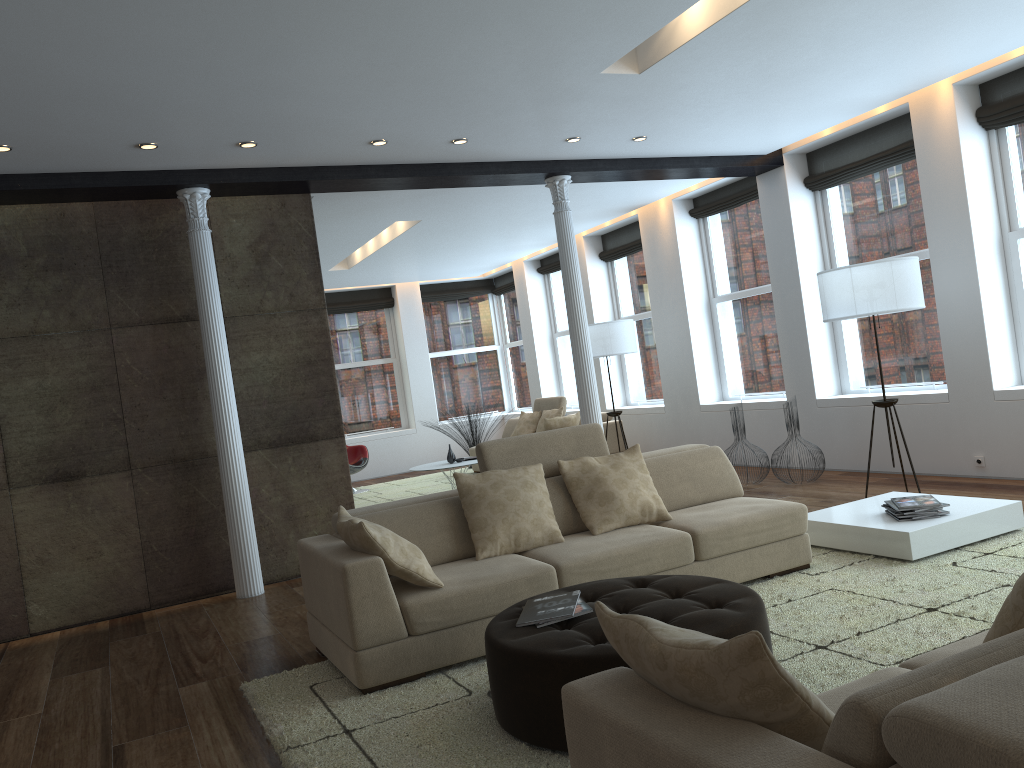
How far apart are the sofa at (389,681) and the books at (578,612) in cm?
72

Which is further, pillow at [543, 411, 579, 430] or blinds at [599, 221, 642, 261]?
blinds at [599, 221, 642, 261]

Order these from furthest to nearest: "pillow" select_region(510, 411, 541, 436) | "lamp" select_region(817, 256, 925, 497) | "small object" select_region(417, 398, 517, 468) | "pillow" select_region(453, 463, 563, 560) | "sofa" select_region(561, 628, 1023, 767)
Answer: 1. "small object" select_region(417, 398, 517, 468)
2. "pillow" select_region(510, 411, 541, 436)
3. "lamp" select_region(817, 256, 925, 497)
4. "pillow" select_region(453, 463, 563, 560)
5. "sofa" select_region(561, 628, 1023, 767)

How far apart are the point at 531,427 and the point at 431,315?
3.91m

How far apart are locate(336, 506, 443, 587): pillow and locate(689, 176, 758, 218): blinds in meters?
6.3 m

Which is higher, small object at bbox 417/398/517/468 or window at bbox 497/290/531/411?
window at bbox 497/290/531/411

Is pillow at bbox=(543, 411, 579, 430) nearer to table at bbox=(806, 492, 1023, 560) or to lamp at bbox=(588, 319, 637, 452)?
lamp at bbox=(588, 319, 637, 452)

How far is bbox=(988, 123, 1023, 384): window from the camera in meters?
6.7

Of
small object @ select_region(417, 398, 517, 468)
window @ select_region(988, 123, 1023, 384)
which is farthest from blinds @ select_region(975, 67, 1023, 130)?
small object @ select_region(417, 398, 517, 468)

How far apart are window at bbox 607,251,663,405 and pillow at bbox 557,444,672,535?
6.2m
